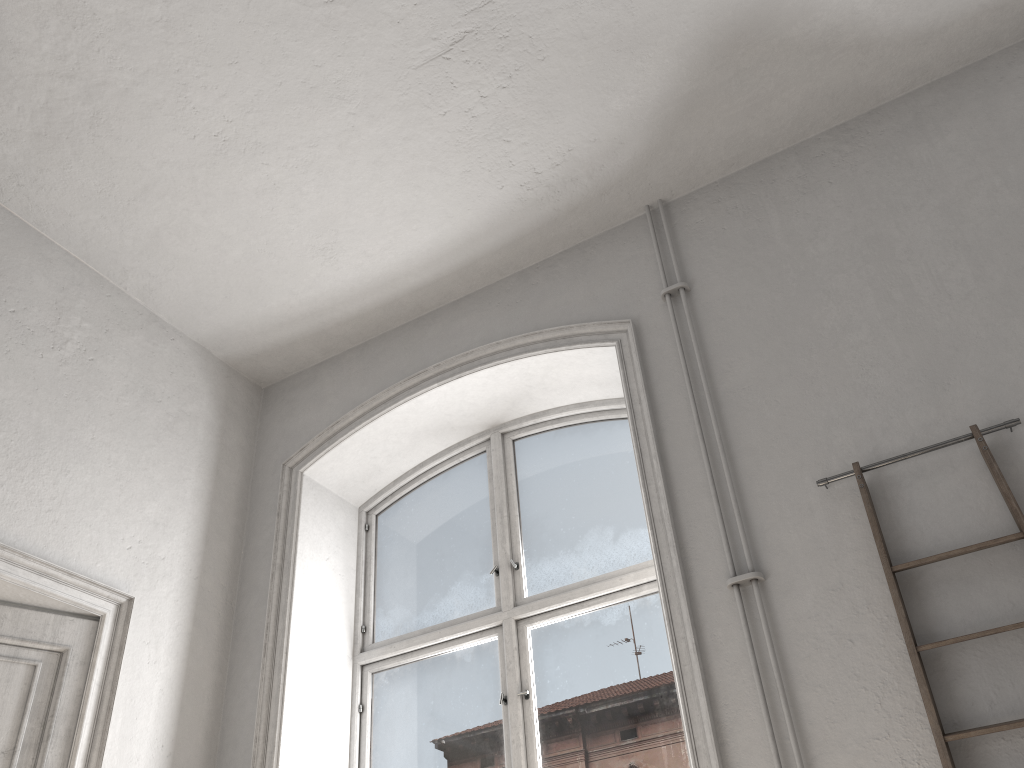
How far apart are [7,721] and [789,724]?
2.79m

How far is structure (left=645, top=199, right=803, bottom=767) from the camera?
2.7 meters

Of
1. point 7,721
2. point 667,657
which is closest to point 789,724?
point 667,657

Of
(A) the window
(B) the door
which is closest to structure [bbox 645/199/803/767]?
(A) the window

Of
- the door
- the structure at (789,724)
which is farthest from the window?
the door

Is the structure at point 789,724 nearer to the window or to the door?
the window

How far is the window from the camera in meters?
3.6 m

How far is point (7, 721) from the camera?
3.3m

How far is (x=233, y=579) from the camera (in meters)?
4.39

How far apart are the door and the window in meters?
1.3
